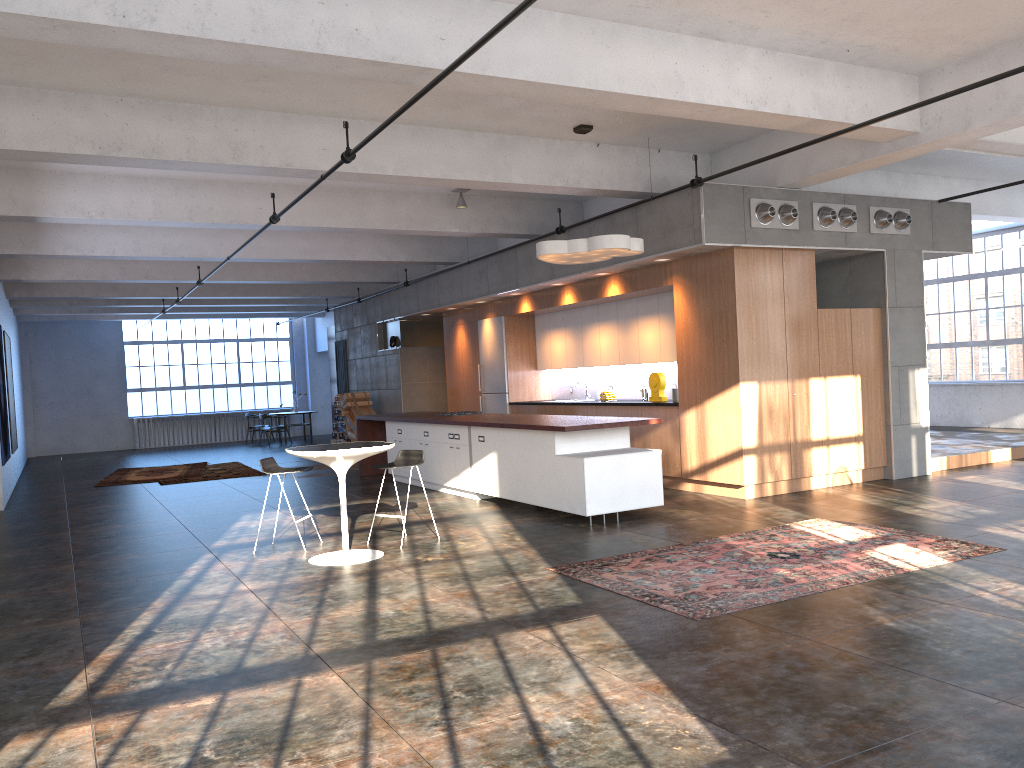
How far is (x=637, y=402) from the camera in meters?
11.2 m

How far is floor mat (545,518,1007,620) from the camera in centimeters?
556cm

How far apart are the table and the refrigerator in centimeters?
685cm

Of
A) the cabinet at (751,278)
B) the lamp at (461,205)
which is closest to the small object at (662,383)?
the cabinet at (751,278)

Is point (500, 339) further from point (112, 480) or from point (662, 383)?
point (112, 480)

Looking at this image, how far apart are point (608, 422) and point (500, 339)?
5.99m

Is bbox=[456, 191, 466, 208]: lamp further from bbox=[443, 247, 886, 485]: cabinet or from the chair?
the chair

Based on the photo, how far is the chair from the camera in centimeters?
815cm

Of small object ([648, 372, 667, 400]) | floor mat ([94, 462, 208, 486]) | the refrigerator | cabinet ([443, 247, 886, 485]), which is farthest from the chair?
floor mat ([94, 462, 208, 486])

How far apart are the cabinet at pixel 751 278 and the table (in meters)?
4.00
